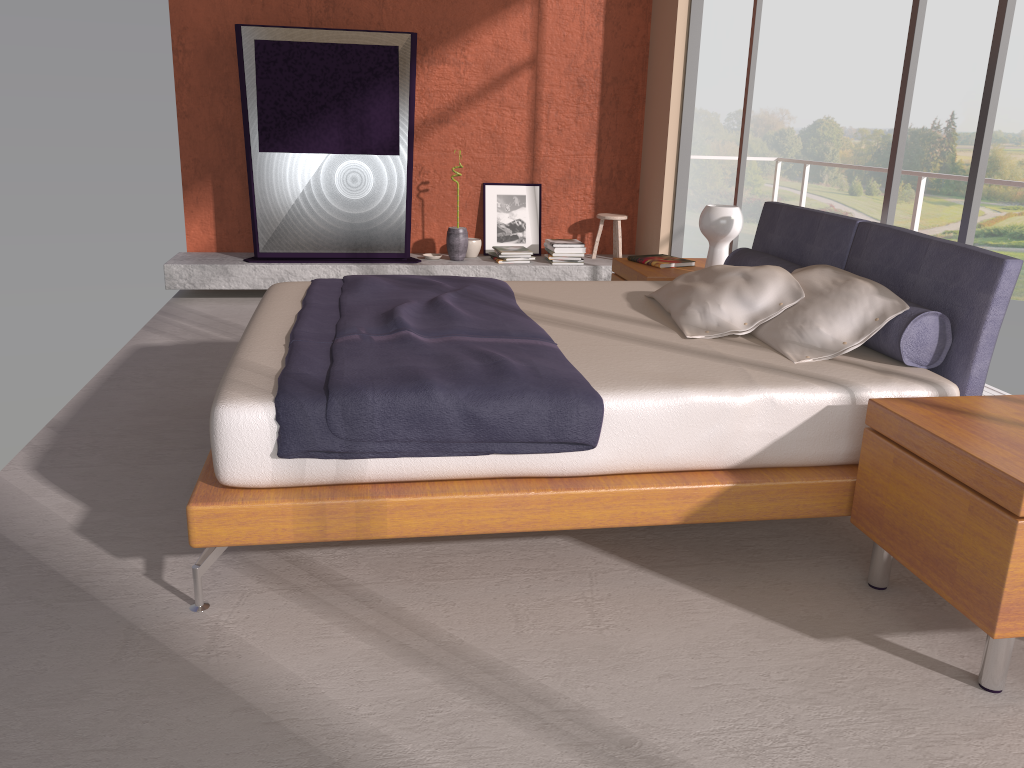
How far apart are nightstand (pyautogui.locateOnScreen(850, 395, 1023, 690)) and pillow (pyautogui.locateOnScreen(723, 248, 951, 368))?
0.32m

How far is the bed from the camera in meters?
2.4

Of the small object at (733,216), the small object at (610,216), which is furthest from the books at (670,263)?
the small object at (610,216)

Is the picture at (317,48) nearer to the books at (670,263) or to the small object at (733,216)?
the books at (670,263)

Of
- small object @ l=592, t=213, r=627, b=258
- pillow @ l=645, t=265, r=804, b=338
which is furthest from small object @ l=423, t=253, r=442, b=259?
pillow @ l=645, t=265, r=804, b=338

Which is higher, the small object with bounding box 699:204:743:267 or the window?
the window

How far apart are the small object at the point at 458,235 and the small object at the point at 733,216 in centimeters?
245cm

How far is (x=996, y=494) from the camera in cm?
202

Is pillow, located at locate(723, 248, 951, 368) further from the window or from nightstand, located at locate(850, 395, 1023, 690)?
the window

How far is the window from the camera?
3.32m
